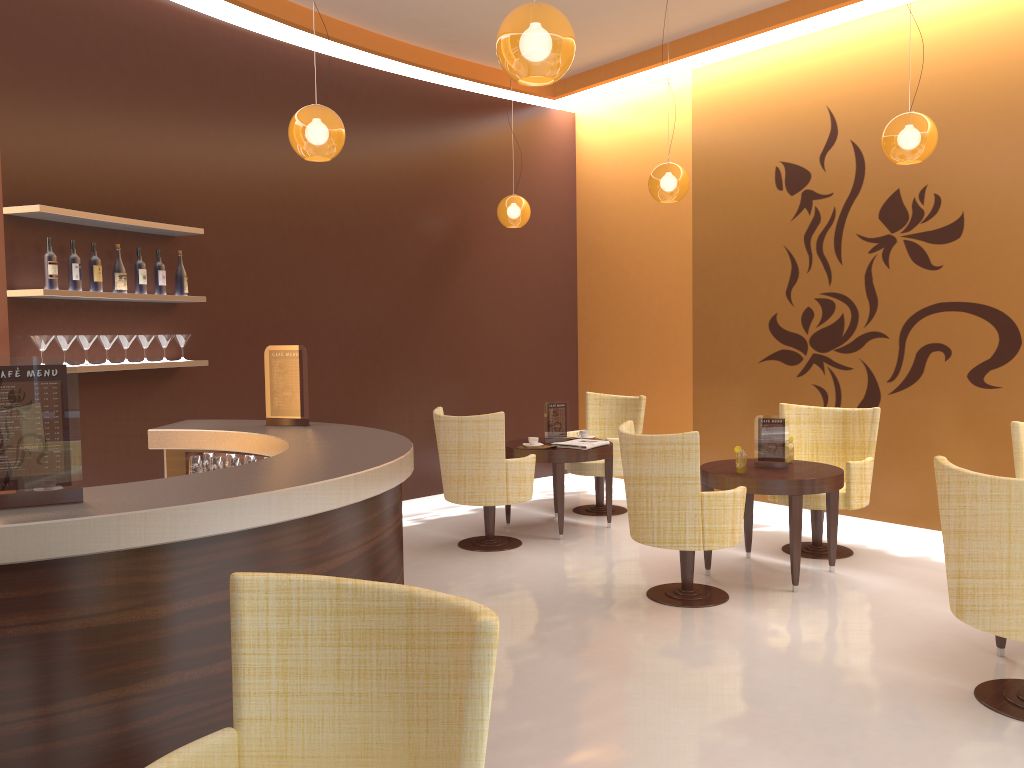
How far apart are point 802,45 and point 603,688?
5.44m

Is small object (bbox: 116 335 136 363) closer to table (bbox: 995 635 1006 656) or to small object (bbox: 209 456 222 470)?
small object (bbox: 209 456 222 470)

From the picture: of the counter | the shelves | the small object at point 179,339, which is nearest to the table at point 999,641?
the counter

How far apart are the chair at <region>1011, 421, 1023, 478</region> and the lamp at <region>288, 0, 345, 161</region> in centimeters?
407cm

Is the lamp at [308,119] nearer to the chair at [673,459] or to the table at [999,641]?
the chair at [673,459]

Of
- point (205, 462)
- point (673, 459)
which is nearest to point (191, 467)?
point (205, 462)

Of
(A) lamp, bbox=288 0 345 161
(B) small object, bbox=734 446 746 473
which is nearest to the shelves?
(A) lamp, bbox=288 0 345 161

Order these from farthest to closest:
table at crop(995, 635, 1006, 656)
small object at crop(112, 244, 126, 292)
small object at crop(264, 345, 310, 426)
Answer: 1. small object at crop(112, 244, 126, 292)
2. small object at crop(264, 345, 310, 426)
3. table at crop(995, 635, 1006, 656)

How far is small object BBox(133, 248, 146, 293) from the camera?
5.51m

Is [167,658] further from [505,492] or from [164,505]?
[505,492]
